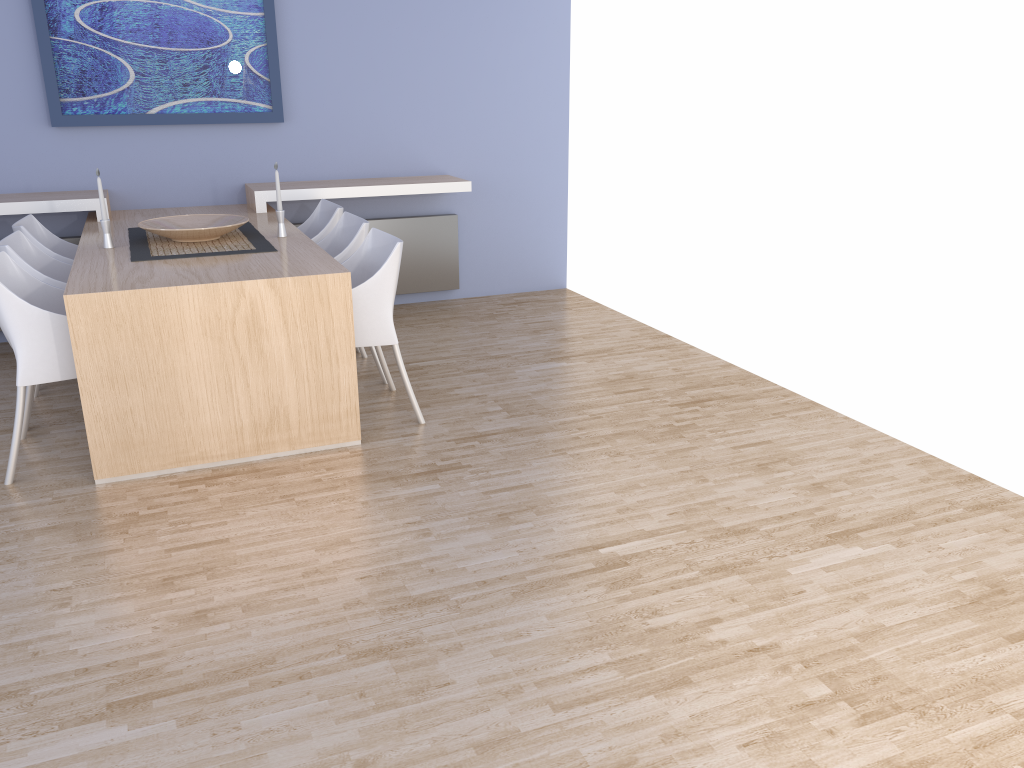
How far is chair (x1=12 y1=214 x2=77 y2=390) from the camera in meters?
4.2

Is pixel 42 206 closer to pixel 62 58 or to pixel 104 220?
pixel 62 58

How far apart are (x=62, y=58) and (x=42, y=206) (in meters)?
0.85

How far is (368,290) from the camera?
3.6m

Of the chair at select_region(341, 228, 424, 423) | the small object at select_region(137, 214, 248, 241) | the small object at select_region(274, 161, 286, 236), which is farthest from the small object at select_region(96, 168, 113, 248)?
the chair at select_region(341, 228, 424, 423)

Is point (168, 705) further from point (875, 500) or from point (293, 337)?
point (875, 500)

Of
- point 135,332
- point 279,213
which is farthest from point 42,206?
point 135,332

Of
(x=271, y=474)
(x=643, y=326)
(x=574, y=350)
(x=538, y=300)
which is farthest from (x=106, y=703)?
(x=538, y=300)

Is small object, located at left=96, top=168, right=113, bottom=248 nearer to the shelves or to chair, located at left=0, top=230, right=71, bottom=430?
chair, located at left=0, top=230, right=71, bottom=430

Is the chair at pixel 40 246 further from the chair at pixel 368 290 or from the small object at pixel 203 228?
the chair at pixel 368 290
